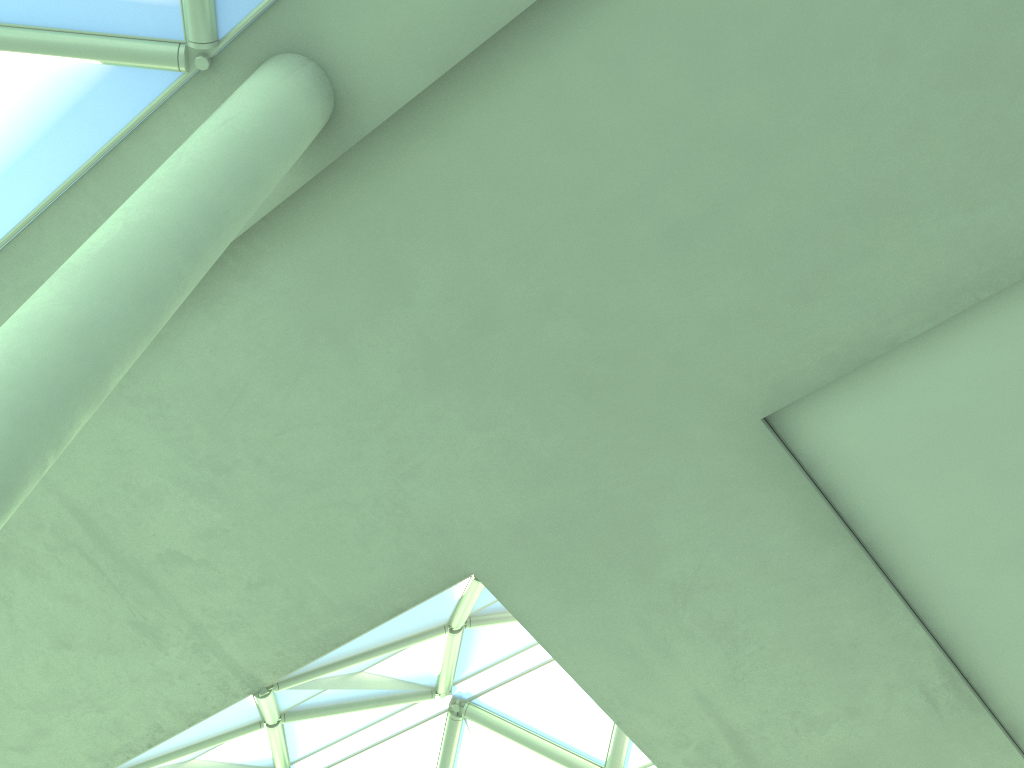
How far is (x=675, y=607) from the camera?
15.4 meters

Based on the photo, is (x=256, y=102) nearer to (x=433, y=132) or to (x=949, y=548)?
(x=433, y=132)
